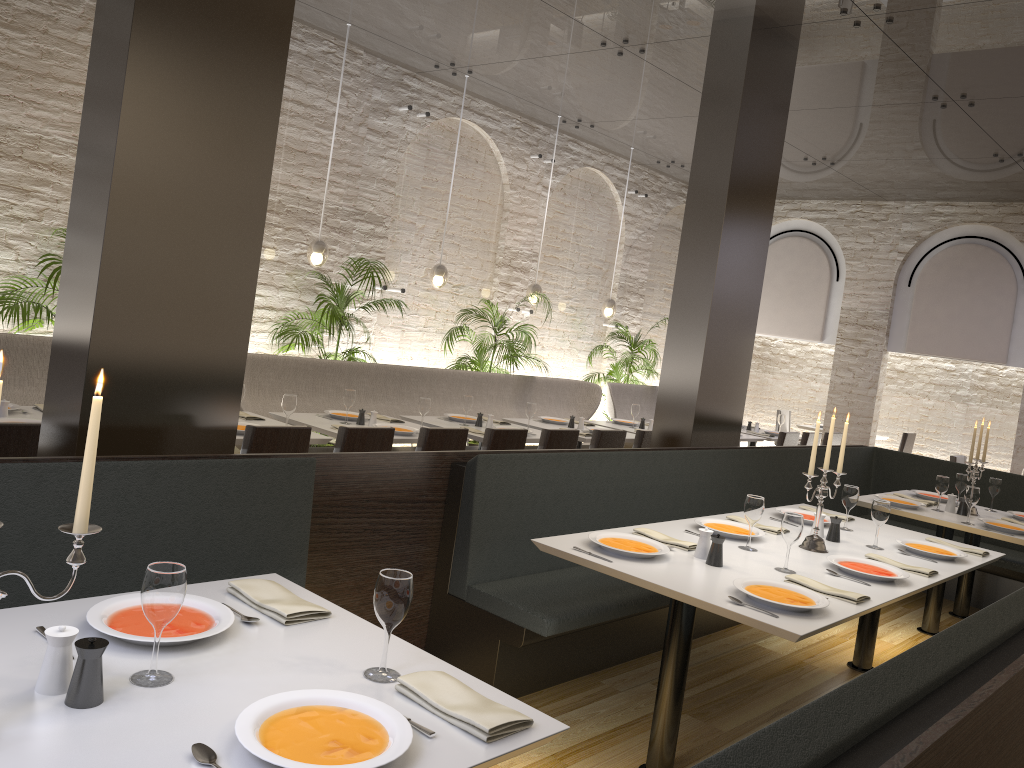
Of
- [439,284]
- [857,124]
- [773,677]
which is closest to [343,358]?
[439,284]

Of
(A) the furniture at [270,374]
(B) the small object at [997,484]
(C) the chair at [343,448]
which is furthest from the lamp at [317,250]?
(B) the small object at [997,484]

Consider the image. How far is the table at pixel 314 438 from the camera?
5.1m

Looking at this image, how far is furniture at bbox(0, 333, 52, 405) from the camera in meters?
5.3 m

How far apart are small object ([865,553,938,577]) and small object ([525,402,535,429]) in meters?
3.4

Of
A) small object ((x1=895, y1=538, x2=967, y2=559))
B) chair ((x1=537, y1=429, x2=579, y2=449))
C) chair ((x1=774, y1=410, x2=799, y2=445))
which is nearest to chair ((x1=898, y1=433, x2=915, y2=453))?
chair ((x1=774, y1=410, x2=799, y2=445))

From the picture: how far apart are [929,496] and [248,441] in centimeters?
471cm

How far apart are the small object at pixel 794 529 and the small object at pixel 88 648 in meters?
2.6 m

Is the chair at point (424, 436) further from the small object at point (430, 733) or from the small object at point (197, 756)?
the small object at point (197, 756)

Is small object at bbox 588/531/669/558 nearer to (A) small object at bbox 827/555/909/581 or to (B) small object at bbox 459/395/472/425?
(A) small object at bbox 827/555/909/581
